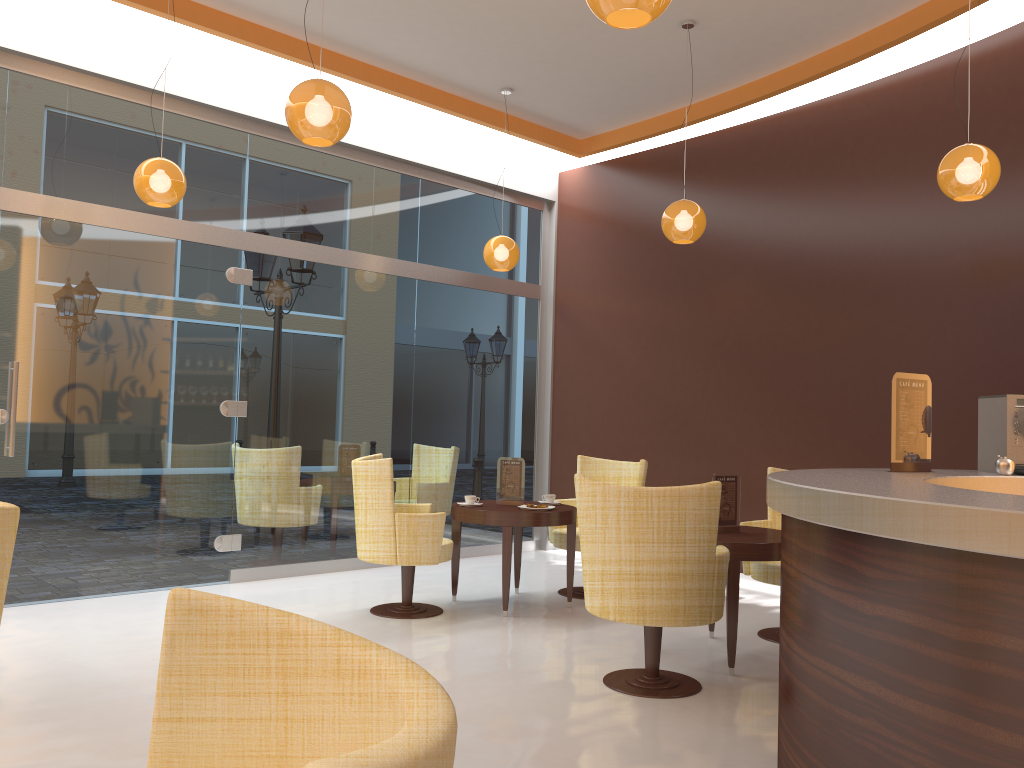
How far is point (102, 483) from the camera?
5.98m

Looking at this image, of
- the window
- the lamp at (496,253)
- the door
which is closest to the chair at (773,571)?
the lamp at (496,253)

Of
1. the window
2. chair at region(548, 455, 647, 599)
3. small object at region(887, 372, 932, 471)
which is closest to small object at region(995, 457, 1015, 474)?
small object at region(887, 372, 932, 471)

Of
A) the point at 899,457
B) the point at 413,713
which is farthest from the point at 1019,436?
the point at 413,713

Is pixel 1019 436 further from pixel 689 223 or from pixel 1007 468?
pixel 689 223

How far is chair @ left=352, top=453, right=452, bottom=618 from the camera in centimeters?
550cm

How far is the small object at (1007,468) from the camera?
3.6 meters

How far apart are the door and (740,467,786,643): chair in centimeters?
373cm

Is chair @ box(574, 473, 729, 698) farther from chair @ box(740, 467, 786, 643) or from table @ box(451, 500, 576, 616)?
table @ box(451, 500, 576, 616)

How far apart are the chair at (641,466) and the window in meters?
1.5
